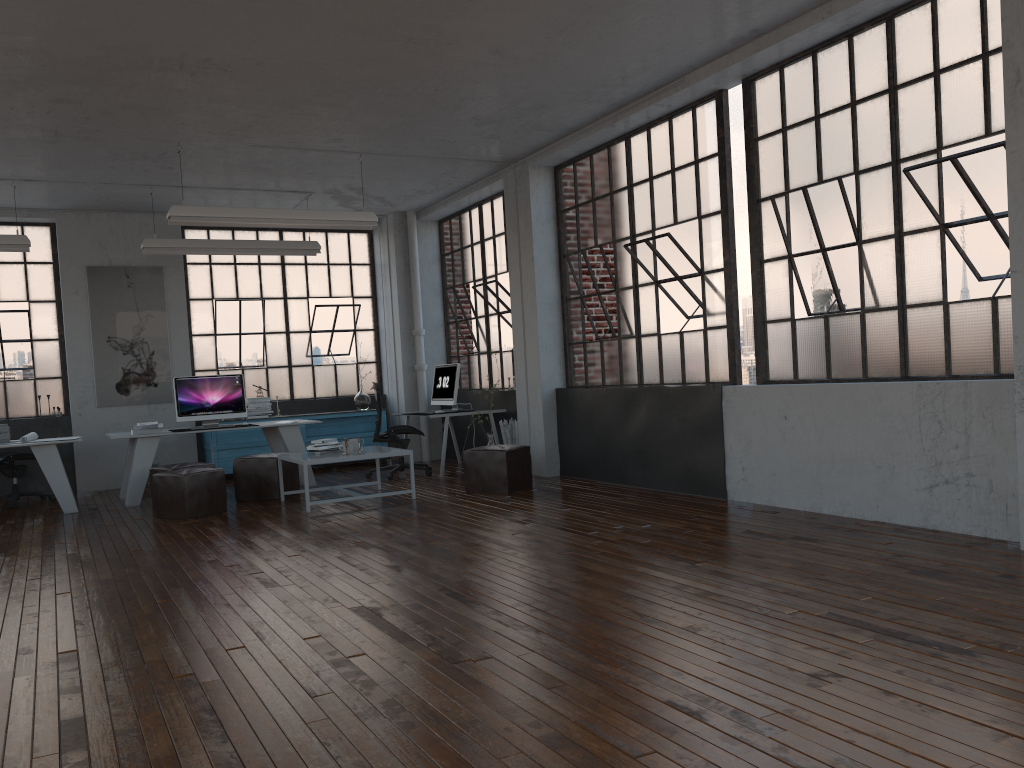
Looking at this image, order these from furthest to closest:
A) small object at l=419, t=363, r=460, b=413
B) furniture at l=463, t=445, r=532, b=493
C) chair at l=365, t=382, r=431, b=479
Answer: small object at l=419, t=363, r=460, b=413 < chair at l=365, t=382, r=431, b=479 < furniture at l=463, t=445, r=532, b=493

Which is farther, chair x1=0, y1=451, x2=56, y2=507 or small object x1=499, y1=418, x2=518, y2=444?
small object x1=499, y1=418, x2=518, y2=444

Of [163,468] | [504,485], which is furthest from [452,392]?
[163,468]

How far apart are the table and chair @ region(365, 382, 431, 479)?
1.4 meters

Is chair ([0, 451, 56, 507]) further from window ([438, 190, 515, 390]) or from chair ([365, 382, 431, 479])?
window ([438, 190, 515, 390])

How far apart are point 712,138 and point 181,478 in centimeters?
523cm

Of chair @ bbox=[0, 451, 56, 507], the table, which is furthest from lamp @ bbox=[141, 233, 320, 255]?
the table

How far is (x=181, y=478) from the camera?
7.57m

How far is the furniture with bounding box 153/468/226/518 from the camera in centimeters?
757cm

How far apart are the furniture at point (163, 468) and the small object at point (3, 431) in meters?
1.7 m
